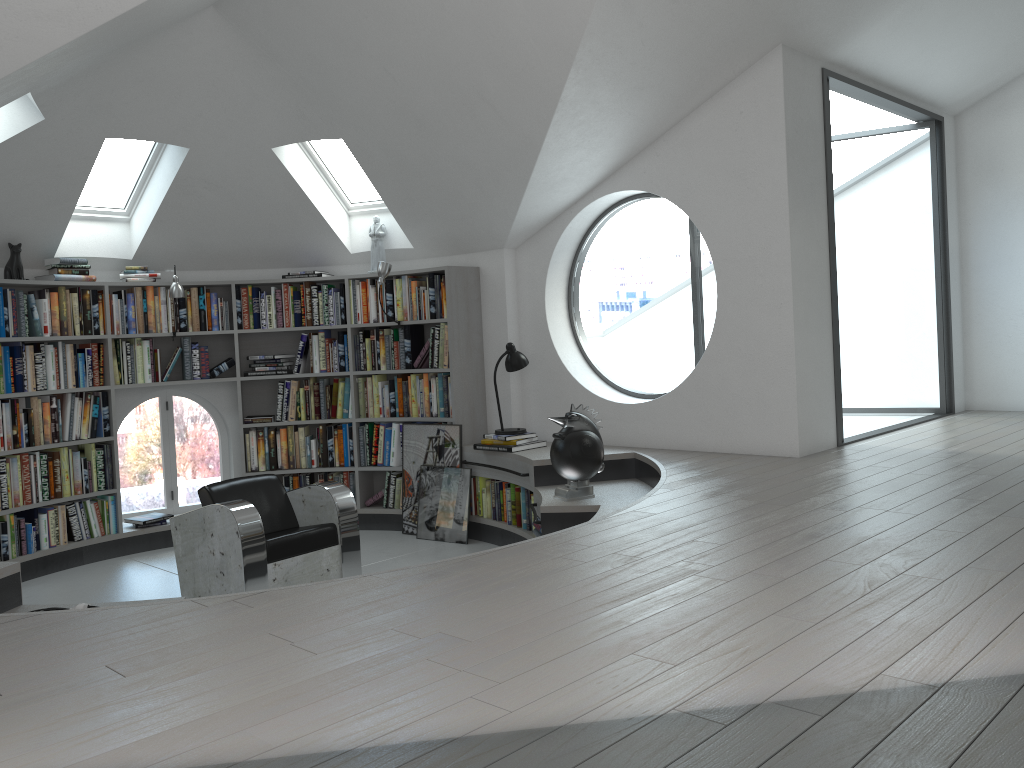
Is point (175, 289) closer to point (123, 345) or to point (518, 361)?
point (123, 345)

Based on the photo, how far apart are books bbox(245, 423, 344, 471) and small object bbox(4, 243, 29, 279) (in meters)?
2.00

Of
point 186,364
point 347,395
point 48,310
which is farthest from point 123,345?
point 347,395

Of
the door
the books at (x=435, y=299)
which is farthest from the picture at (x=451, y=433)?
the door

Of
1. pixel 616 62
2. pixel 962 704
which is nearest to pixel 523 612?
pixel 962 704

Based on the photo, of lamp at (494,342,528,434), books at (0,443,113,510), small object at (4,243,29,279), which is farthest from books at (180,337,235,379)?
lamp at (494,342,528,434)

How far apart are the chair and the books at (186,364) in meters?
1.8 m

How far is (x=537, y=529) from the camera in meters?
5.6

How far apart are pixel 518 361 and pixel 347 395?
1.62m

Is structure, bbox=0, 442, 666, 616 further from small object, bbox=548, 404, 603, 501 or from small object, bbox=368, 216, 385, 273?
small object, bbox=368, 216, 385, 273
